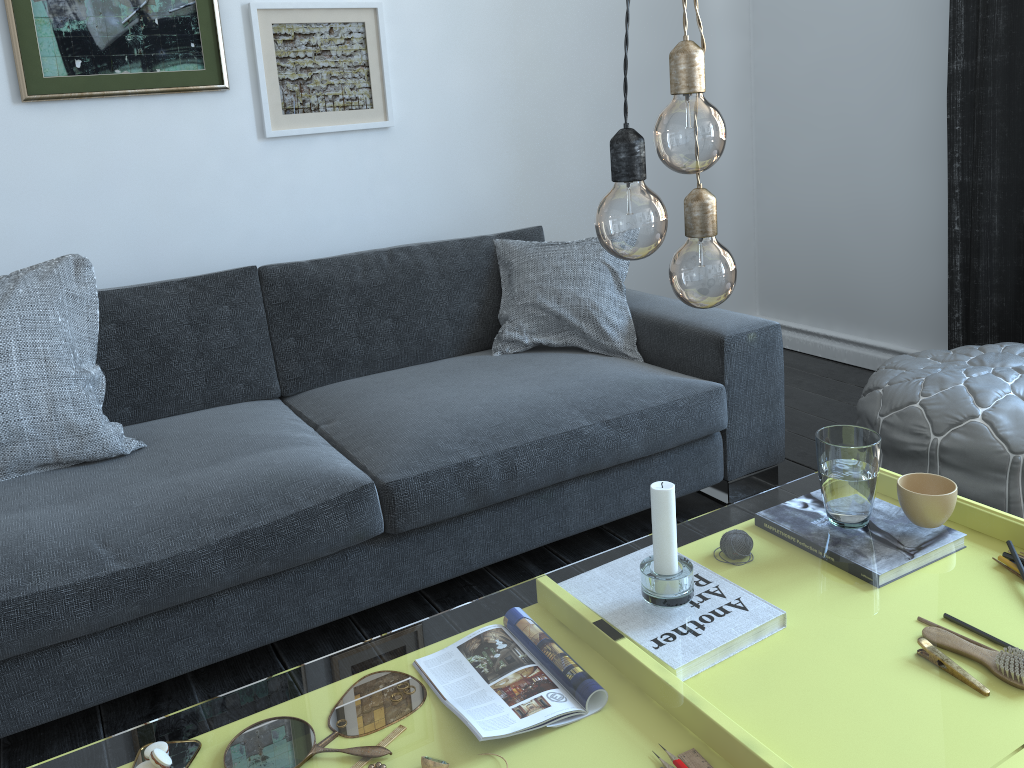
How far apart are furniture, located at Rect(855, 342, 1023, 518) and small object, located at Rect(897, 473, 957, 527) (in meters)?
0.73

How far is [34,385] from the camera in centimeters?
191cm

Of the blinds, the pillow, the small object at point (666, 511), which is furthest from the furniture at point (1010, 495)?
the small object at point (666, 511)

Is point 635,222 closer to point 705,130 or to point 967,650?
point 705,130

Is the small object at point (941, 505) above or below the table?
above

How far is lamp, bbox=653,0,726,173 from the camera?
0.8m

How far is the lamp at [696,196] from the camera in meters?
0.9

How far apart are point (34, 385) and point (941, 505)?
1.8 meters

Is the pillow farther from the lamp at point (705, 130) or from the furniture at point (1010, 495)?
→ the lamp at point (705, 130)

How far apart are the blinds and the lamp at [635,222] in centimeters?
228cm
